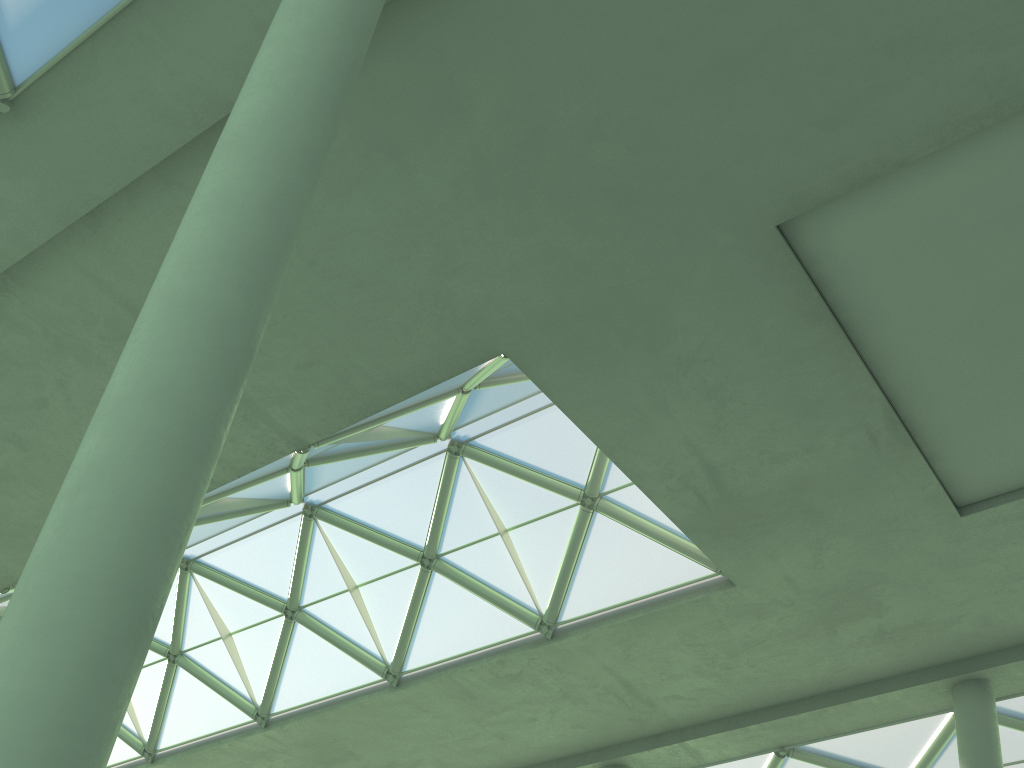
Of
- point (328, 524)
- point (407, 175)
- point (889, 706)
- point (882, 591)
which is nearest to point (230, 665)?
point (328, 524)

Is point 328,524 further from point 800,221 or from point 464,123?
point 800,221
